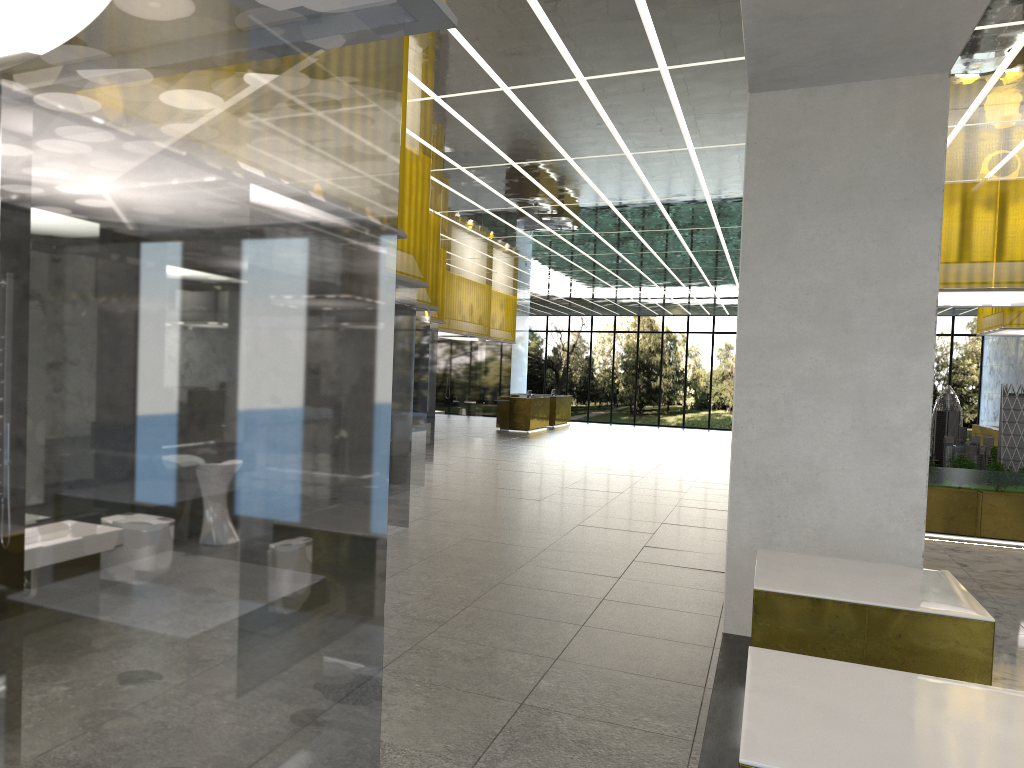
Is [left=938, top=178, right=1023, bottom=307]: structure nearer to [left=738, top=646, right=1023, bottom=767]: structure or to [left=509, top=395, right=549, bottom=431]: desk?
[left=738, top=646, right=1023, bottom=767]: structure

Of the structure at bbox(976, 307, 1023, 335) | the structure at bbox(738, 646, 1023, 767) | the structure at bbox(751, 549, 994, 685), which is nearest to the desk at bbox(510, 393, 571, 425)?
the structure at bbox(976, 307, 1023, 335)

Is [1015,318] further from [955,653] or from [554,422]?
[554,422]

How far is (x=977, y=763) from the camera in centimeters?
347cm

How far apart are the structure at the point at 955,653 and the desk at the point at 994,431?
21.32m

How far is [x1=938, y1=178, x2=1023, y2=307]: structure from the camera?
15.4 meters

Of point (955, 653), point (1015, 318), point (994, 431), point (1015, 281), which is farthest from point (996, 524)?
point (1015, 318)

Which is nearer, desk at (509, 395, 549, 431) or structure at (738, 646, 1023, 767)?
structure at (738, 646, 1023, 767)

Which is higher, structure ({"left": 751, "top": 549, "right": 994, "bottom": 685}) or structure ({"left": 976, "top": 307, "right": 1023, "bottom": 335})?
structure ({"left": 976, "top": 307, "right": 1023, "bottom": 335})

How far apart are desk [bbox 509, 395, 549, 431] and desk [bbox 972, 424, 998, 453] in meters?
17.7
